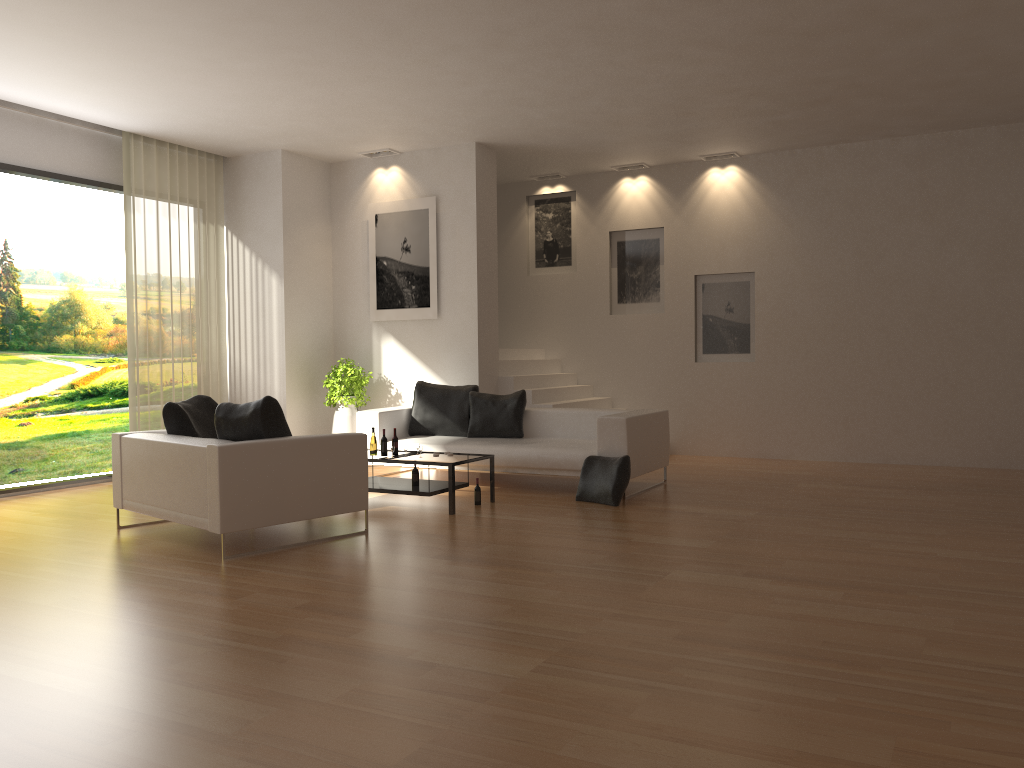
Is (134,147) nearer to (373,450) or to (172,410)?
(172,410)

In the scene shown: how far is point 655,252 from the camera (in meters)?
11.63

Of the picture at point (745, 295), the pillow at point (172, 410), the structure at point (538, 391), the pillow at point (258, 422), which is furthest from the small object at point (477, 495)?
the picture at point (745, 295)

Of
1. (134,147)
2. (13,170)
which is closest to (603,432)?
(134,147)

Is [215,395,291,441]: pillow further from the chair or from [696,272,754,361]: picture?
[696,272,754,361]: picture

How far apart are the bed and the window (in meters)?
3.65

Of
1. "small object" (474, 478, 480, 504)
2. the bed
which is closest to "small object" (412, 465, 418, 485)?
"small object" (474, 478, 480, 504)

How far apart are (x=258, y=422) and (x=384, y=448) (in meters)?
1.90

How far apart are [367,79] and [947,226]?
6.58m

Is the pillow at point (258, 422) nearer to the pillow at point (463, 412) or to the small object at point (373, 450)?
the small object at point (373, 450)
